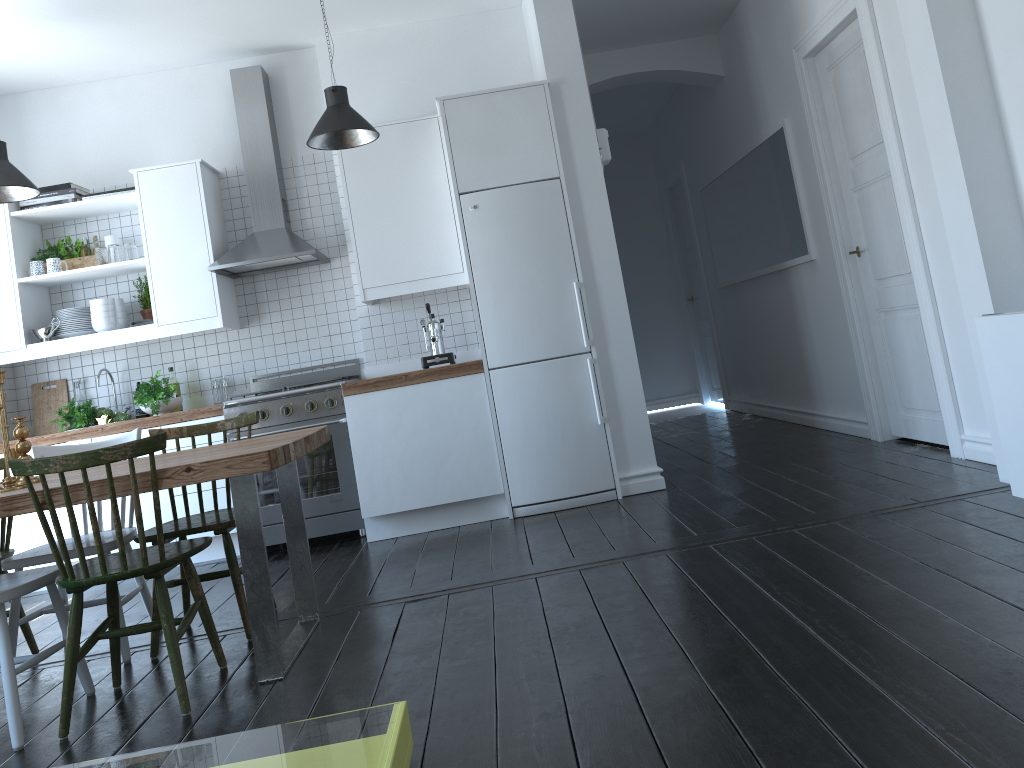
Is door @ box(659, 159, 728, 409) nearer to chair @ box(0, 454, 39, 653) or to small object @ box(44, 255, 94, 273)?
small object @ box(44, 255, 94, 273)

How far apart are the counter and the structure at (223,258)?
0.8 meters

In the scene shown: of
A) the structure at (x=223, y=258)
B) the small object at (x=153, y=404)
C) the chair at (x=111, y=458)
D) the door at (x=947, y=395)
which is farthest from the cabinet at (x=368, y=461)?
the door at (x=947, y=395)

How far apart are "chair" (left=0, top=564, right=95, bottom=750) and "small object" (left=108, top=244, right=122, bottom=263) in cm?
277

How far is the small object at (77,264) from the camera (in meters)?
5.43

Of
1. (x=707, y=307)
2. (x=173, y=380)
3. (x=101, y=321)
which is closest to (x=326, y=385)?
(x=173, y=380)

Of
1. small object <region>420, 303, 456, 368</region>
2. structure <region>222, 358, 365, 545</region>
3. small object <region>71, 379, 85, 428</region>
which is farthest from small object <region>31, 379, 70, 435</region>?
small object <region>420, 303, 456, 368</region>

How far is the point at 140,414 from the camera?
5.5m

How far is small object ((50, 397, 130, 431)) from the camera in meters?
5.2

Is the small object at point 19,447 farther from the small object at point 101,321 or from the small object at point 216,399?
the small object at point 216,399
